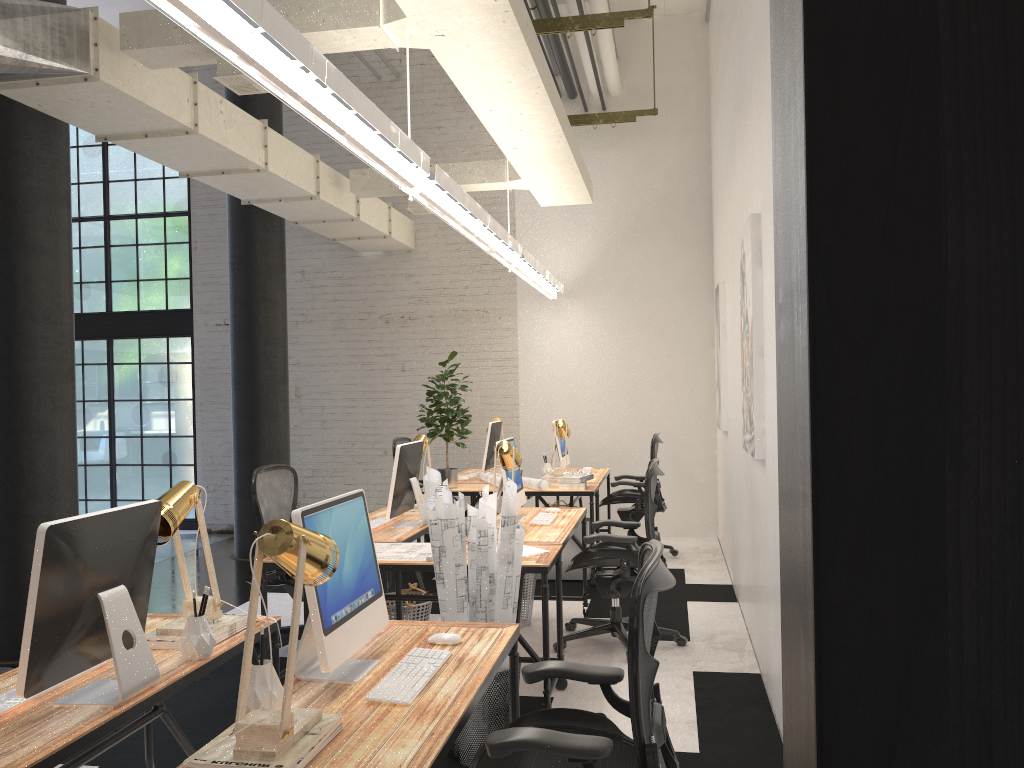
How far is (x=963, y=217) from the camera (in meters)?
0.48

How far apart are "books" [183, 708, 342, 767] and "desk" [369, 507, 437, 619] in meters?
2.7

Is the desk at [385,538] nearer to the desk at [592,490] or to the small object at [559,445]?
the desk at [592,490]

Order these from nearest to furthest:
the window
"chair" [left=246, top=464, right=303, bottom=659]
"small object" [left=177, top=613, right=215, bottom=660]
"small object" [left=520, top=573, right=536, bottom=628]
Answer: "small object" [left=177, top=613, right=215, bottom=660], "chair" [left=246, top=464, right=303, bottom=659], "small object" [left=520, top=573, right=536, bottom=628], the window

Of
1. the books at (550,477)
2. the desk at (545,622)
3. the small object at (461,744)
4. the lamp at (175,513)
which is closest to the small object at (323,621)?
the lamp at (175,513)

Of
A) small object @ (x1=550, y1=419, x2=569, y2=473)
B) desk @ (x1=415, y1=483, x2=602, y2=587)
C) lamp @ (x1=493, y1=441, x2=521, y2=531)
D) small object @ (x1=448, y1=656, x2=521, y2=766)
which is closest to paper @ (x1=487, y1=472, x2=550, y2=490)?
desk @ (x1=415, y1=483, x2=602, y2=587)

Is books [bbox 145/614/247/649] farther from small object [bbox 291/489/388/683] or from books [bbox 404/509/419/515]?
books [bbox 404/509/419/515]

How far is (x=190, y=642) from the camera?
2.6m

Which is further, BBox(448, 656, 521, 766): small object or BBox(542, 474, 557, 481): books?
BBox(542, 474, 557, 481): books

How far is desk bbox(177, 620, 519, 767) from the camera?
1.9 meters
